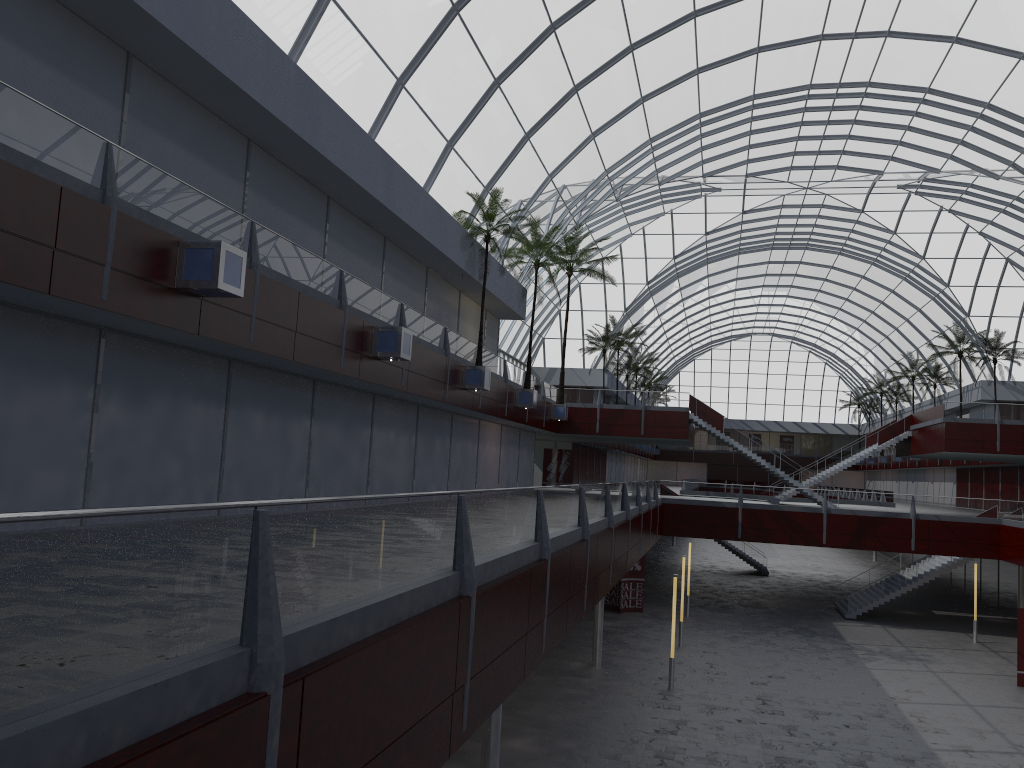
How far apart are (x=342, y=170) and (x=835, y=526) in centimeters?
3607cm
